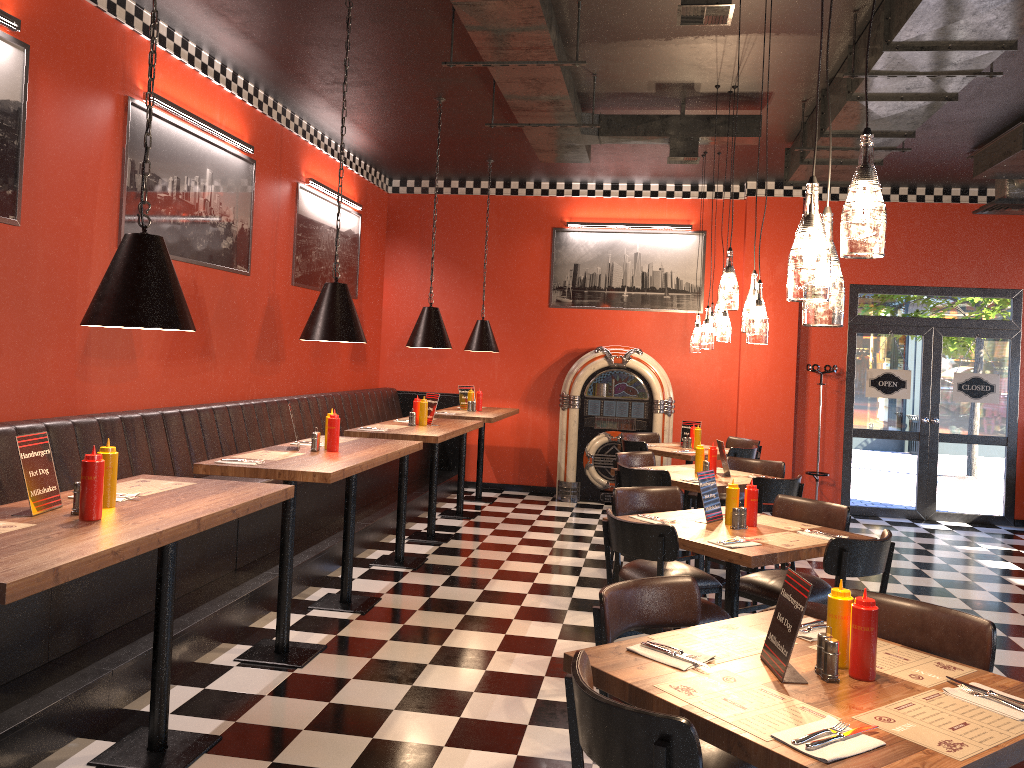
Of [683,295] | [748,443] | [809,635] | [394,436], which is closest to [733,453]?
[748,443]

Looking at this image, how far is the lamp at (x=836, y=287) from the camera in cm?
234

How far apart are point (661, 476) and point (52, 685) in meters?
3.8

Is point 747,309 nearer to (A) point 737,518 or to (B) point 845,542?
(A) point 737,518

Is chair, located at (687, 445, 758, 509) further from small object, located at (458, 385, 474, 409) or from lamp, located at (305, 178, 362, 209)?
lamp, located at (305, 178, 362, 209)

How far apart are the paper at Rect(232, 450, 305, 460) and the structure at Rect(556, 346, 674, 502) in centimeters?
543cm

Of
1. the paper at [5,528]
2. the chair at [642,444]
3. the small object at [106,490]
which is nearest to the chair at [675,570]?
the small object at [106,490]

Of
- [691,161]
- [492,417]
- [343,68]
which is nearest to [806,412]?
[492,417]

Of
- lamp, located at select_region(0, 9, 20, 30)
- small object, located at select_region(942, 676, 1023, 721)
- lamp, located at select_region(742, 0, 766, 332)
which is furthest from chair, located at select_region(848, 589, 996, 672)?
lamp, located at select_region(0, 9, 20, 30)

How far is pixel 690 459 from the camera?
8.0m
